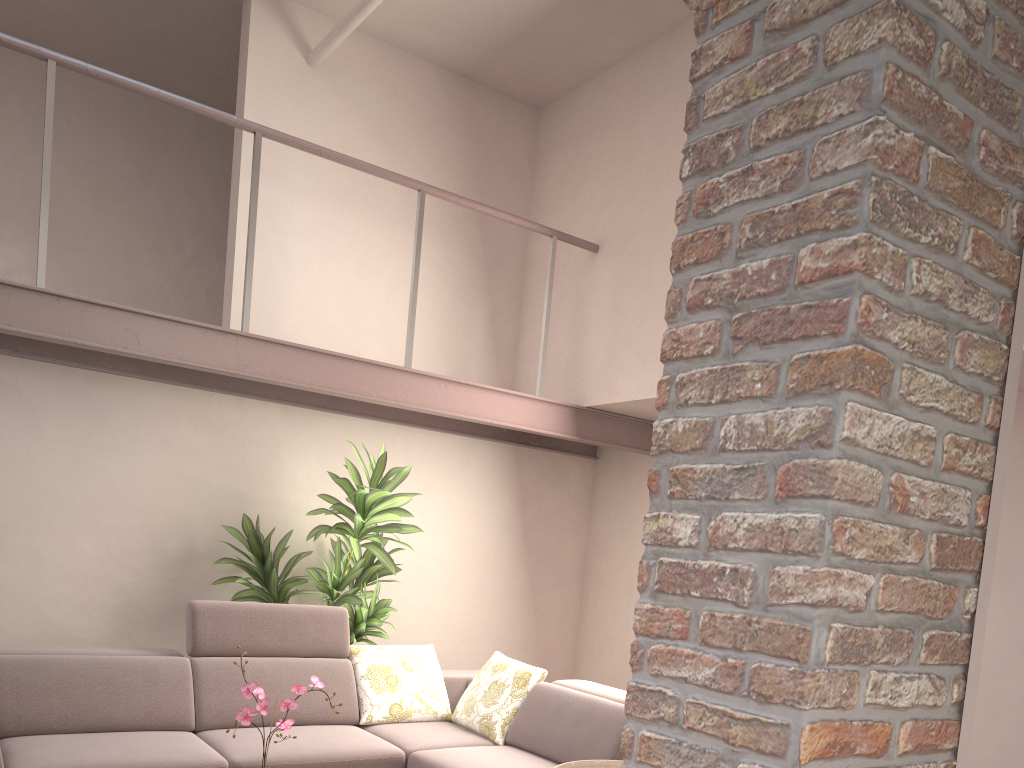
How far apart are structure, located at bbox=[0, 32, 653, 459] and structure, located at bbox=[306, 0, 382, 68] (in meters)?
0.75

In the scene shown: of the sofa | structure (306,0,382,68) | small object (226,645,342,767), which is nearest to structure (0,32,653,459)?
structure (306,0,382,68)

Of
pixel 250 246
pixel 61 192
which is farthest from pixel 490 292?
pixel 61 192

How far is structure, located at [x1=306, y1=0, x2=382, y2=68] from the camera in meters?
4.3

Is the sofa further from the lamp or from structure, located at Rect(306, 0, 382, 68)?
structure, located at Rect(306, 0, 382, 68)

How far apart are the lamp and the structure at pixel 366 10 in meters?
4.3

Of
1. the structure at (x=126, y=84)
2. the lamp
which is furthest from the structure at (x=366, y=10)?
the lamp

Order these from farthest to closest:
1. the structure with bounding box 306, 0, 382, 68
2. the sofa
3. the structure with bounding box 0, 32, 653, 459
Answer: the structure with bounding box 306, 0, 382, 68 < the structure with bounding box 0, 32, 653, 459 < the sofa

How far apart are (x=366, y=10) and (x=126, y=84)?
1.3 meters

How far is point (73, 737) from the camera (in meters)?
3.65
